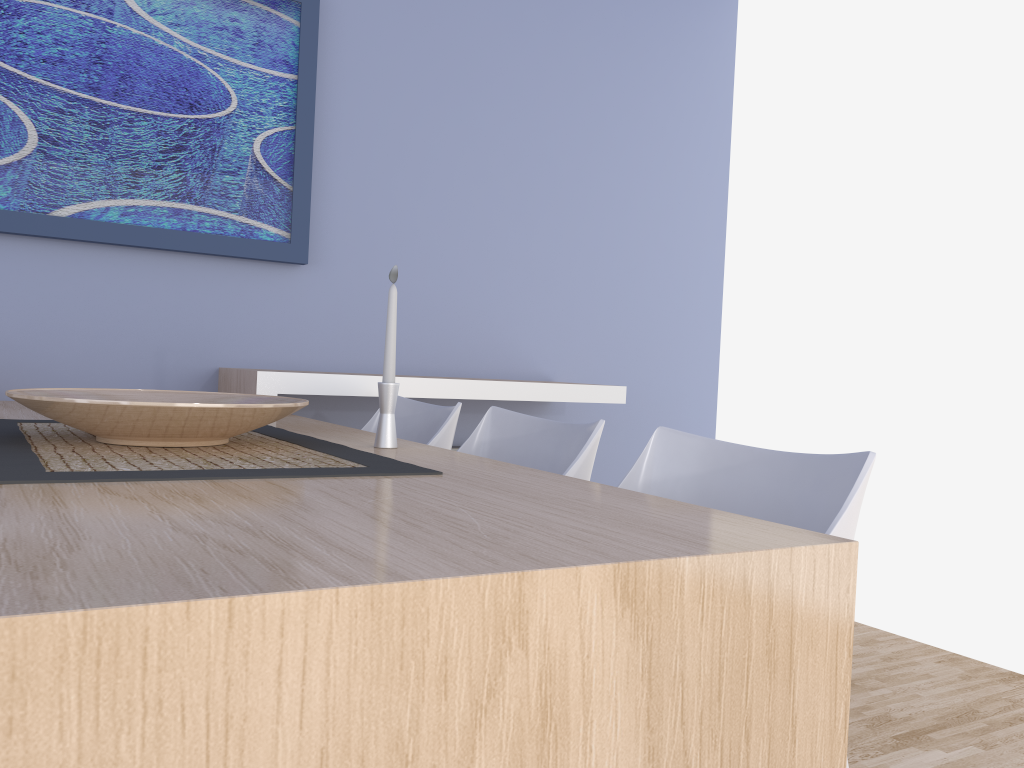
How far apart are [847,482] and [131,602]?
1.0 meters

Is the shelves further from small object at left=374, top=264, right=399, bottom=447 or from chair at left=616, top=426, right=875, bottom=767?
chair at left=616, top=426, right=875, bottom=767

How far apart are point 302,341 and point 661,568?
2.4m

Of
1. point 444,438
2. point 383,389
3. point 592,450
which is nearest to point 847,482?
point 592,450

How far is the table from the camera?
0.6m

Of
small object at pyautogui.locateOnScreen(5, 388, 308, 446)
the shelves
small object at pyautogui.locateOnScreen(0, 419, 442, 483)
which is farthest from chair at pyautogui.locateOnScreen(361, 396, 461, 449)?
small object at pyautogui.locateOnScreen(5, 388, 308, 446)

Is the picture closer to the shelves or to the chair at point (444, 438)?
the shelves

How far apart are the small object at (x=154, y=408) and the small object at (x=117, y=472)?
0.0m

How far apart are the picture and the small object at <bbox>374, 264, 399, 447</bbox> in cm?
130

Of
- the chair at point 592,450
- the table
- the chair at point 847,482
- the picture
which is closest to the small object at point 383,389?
the table
